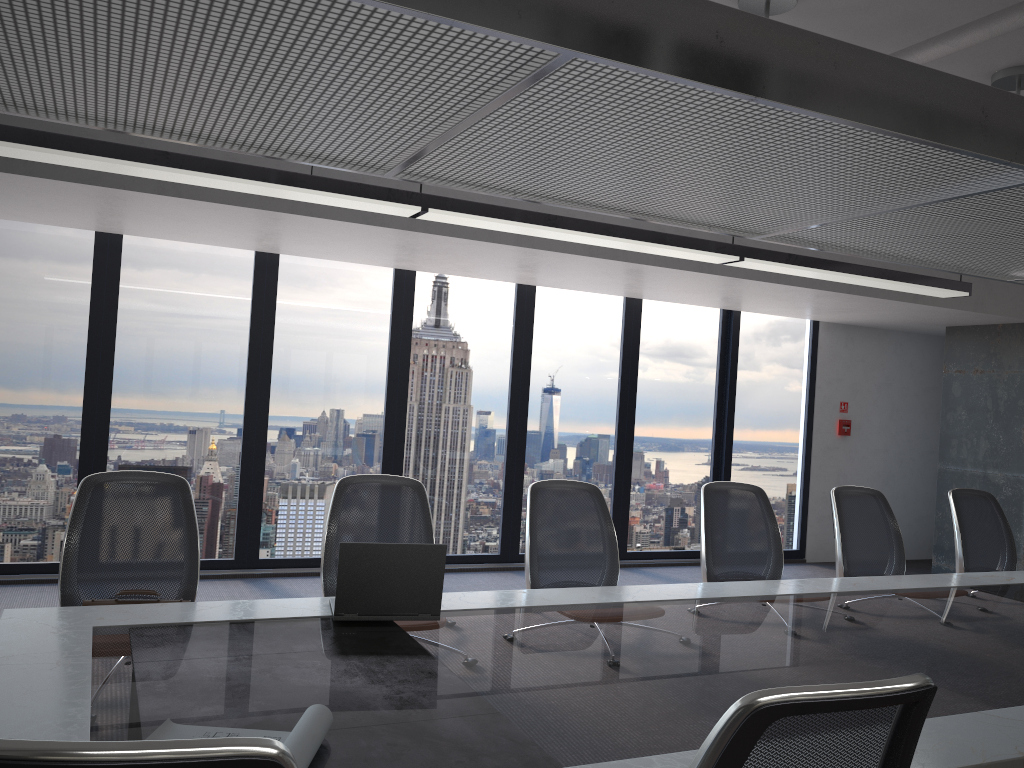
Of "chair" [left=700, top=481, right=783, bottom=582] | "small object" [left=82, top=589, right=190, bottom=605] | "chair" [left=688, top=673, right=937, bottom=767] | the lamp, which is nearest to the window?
the lamp

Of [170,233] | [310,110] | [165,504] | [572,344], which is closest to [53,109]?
[310,110]

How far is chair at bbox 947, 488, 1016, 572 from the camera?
5.2 meters

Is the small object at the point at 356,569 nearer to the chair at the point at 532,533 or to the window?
the chair at the point at 532,533

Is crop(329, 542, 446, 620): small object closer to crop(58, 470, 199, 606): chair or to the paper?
crop(58, 470, 199, 606): chair

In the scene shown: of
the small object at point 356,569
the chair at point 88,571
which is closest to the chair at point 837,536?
the small object at point 356,569

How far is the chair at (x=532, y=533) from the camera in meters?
4.1

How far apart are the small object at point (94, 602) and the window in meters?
3.7

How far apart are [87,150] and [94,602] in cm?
192

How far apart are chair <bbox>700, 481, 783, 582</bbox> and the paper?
2.9 meters
